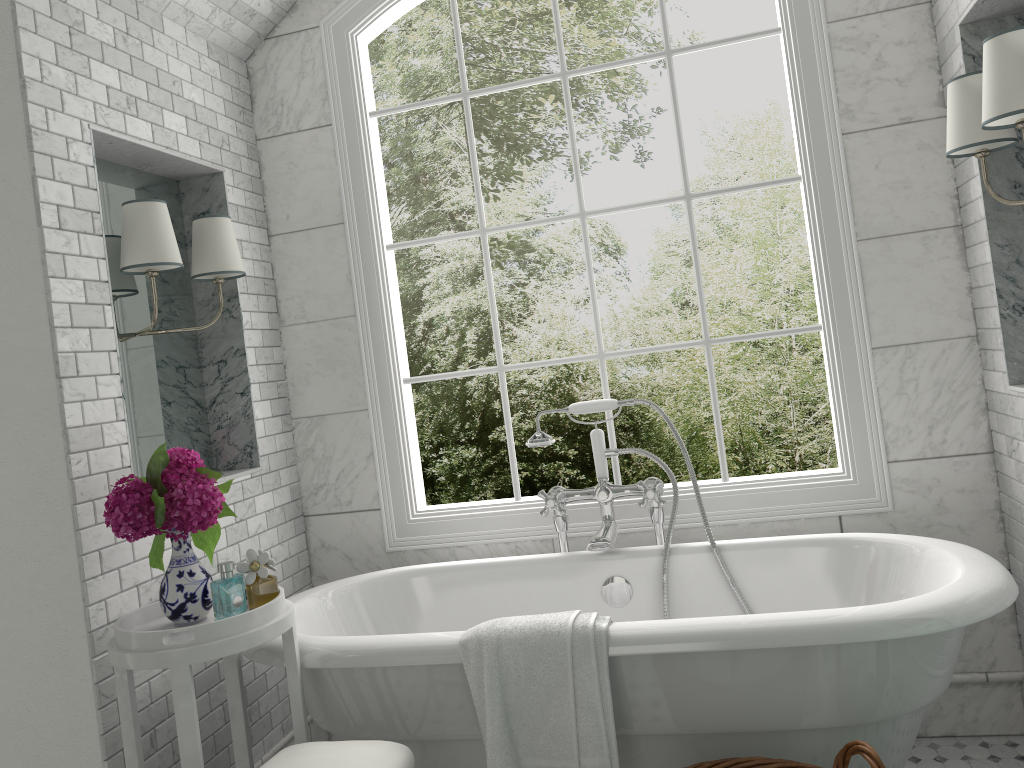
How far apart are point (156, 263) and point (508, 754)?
1.7 meters

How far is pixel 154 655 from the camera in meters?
2.1 m

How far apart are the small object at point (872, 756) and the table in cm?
101

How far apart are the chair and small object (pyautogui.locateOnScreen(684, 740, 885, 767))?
0.7m

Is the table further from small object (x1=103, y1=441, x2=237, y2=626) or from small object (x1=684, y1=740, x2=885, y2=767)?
small object (x1=684, y1=740, x2=885, y2=767)

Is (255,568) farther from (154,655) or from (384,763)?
(384,763)

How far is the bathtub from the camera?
2.1m

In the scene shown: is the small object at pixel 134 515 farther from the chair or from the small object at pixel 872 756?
the small object at pixel 872 756

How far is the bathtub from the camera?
Answer: 2.07m

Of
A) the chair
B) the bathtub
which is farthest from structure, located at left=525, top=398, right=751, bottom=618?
the chair
